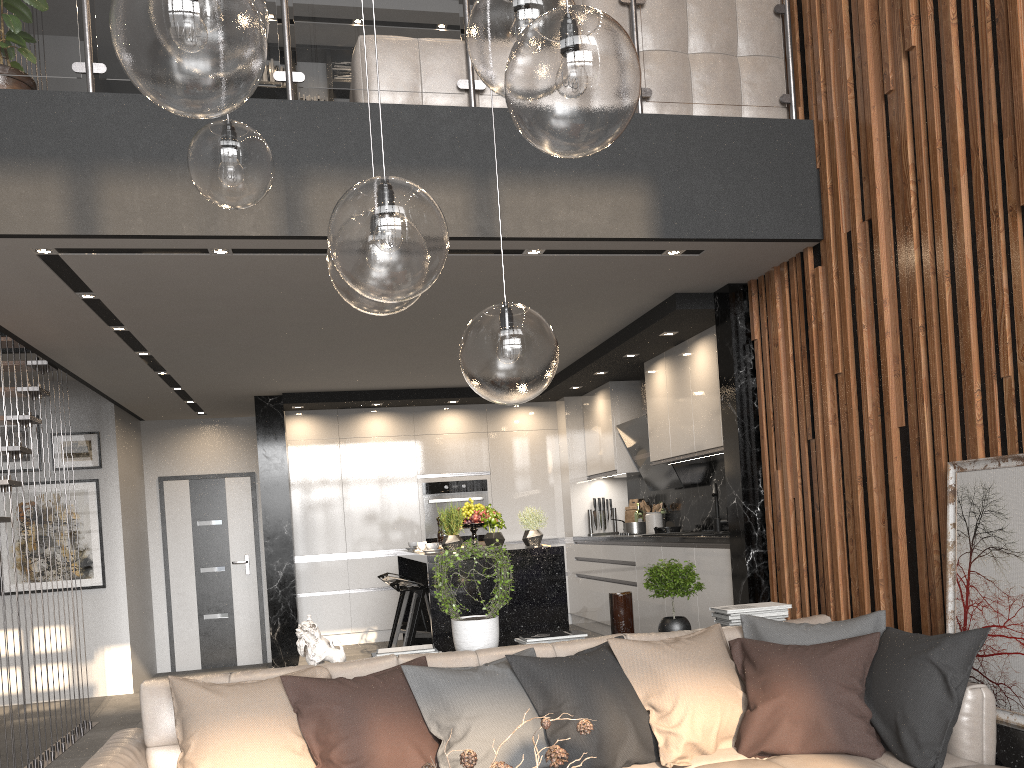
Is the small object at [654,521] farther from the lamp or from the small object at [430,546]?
the lamp

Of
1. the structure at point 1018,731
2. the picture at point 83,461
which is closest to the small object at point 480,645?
the structure at point 1018,731

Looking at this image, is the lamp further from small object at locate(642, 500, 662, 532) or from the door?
the door

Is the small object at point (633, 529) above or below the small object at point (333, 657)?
above

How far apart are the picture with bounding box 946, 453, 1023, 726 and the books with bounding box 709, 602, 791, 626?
0.7 meters

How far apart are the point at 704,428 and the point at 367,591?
3.9 meters

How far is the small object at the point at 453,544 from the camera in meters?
5.6 m

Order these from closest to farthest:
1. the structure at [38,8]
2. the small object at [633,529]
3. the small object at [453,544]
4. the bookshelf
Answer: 1. the structure at [38,8]
2. the small object at [453,544]
3. the small object at [633,529]
4. the bookshelf

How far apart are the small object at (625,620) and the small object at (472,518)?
2.1m

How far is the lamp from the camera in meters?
1.4 m
